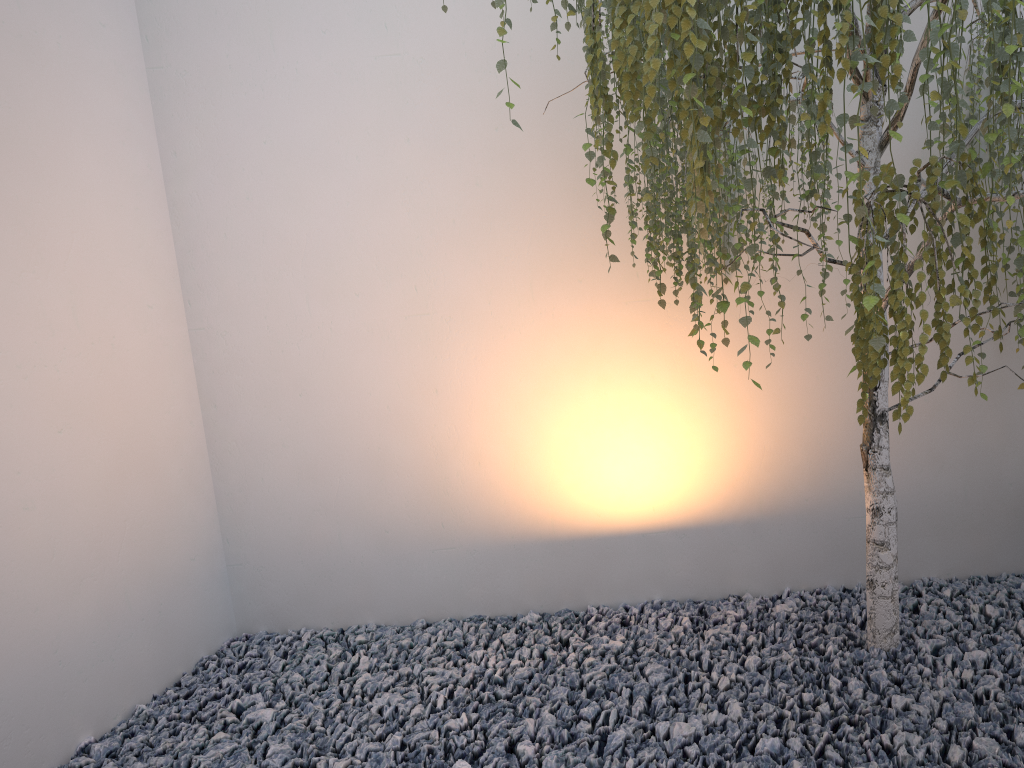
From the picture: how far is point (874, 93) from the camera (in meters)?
1.44

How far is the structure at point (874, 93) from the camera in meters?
1.4

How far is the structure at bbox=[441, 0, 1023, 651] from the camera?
1.44m
